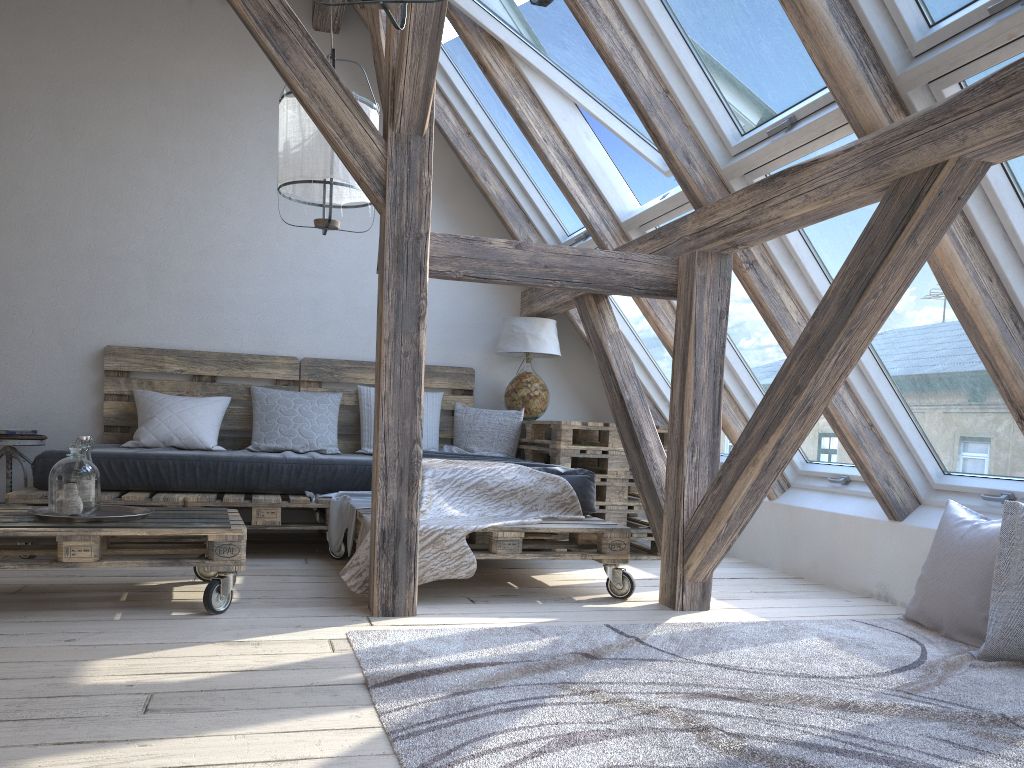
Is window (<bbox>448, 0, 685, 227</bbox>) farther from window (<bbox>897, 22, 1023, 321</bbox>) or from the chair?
the chair

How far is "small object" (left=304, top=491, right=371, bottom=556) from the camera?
3.9 meters

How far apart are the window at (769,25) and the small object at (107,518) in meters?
2.4 m

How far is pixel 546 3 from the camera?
0.9 meters

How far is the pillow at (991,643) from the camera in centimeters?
261cm

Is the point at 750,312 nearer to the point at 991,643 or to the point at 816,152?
the point at 816,152

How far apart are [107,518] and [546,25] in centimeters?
264cm

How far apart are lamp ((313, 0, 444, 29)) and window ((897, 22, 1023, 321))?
1.4m

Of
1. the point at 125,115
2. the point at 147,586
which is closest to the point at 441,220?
the point at 125,115

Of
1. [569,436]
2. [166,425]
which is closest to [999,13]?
[569,436]
